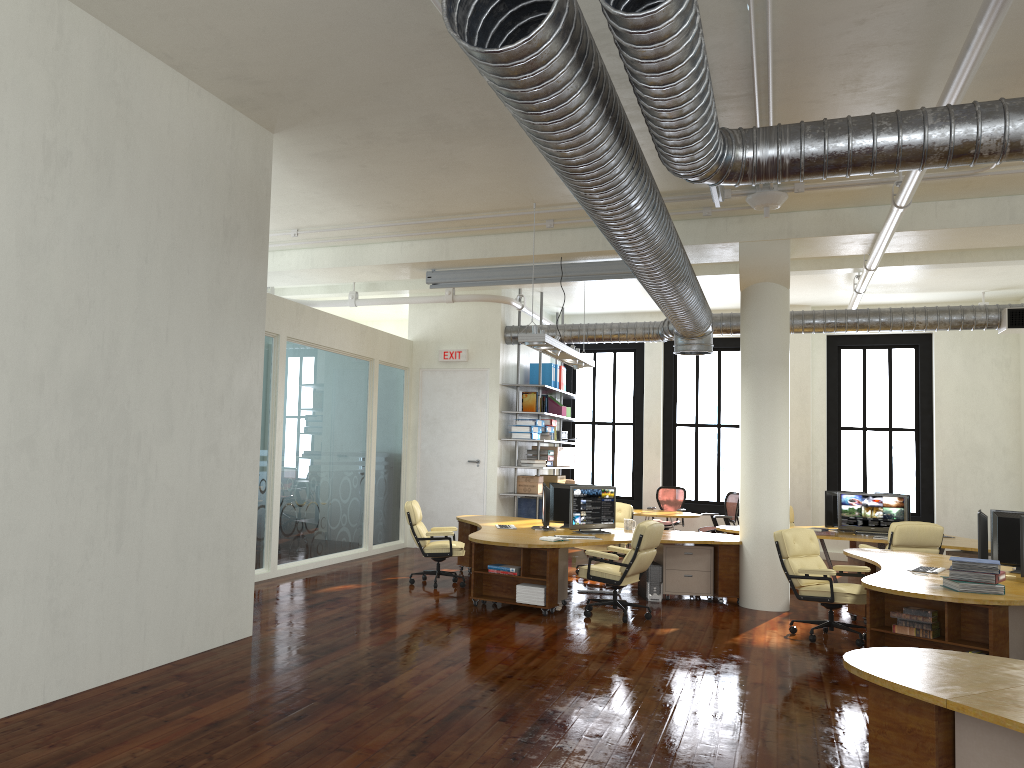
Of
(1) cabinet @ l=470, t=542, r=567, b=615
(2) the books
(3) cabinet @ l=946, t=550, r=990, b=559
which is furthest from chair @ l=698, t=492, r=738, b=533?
(2) the books

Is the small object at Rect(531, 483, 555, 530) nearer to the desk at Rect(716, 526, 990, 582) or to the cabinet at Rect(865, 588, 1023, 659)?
the desk at Rect(716, 526, 990, 582)

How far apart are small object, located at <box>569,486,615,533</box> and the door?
3.9 meters

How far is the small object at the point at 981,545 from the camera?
7.60m

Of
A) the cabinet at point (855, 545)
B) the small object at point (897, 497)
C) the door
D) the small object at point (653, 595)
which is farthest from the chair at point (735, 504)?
the small object at point (653, 595)

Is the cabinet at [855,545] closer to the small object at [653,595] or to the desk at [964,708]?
the small object at [653,595]

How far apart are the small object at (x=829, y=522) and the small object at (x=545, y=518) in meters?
4.5 m

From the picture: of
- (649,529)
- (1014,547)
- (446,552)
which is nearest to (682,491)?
(446,552)

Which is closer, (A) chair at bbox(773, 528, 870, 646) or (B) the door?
(A) chair at bbox(773, 528, 870, 646)

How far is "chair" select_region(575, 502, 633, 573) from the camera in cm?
1226
